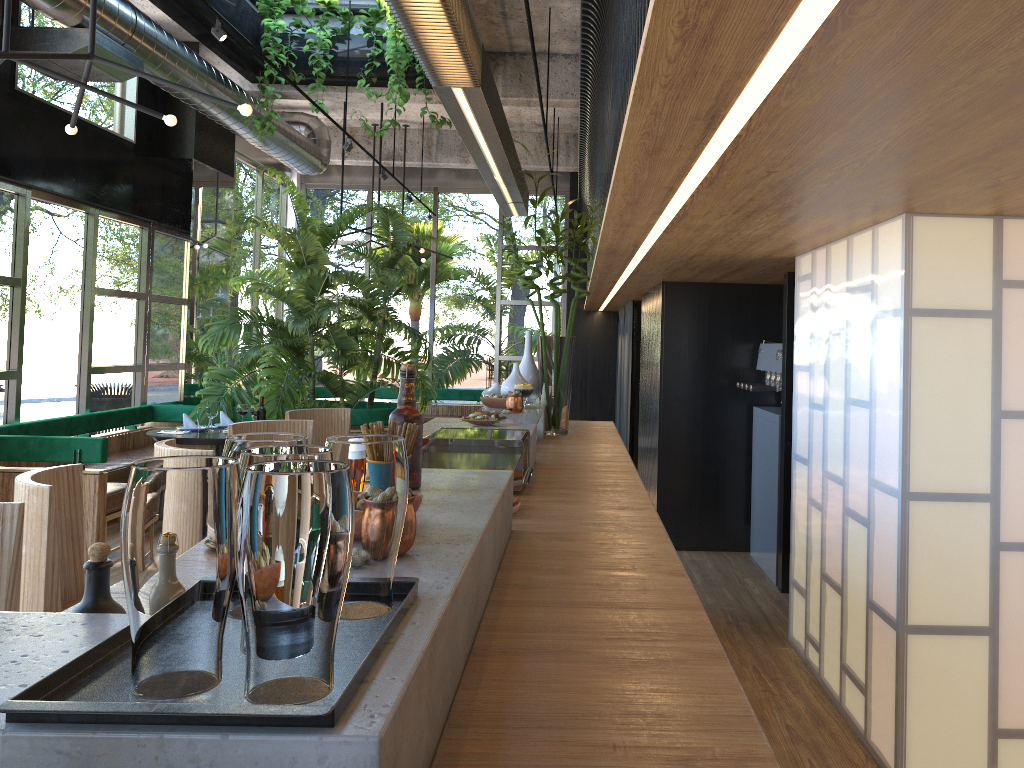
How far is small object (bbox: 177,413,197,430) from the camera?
7.2 meters

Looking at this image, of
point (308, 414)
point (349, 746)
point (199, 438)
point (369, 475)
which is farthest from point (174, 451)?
point (199, 438)

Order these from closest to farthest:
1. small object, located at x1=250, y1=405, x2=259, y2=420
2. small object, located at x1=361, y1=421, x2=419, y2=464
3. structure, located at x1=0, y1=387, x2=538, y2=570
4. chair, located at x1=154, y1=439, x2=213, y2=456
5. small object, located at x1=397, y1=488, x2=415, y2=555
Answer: small object, located at x1=397, y1=488, x2=415, y2=555
small object, located at x1=361, y1=421, x2=419, y2=464
chair, located at x1=154, y1=439, x2=213, y2=456
structure, located at x1=0, y1=387, x2=538, y2=570
small object, located at x1=250, y1=405, x2=259, y2=420

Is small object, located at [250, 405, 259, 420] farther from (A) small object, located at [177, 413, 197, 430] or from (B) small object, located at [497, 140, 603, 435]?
(B) small object, located at [497, 140, 603, 435]

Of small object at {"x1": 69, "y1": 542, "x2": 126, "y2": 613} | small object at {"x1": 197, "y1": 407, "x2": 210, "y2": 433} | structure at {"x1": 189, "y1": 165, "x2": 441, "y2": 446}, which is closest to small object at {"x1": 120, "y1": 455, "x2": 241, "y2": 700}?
small object at {"x1": 69, "y1": 542, "x2": 126, "y2": 613}

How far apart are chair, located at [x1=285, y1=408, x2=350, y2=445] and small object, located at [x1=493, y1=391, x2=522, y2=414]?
1.5m

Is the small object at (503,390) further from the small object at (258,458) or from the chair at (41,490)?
the small object at (258,458)

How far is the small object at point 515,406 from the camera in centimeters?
409cm

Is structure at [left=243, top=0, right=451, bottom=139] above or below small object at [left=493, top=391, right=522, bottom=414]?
above

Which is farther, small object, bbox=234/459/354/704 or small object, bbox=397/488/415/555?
small object, bbox=397/488/415/555
